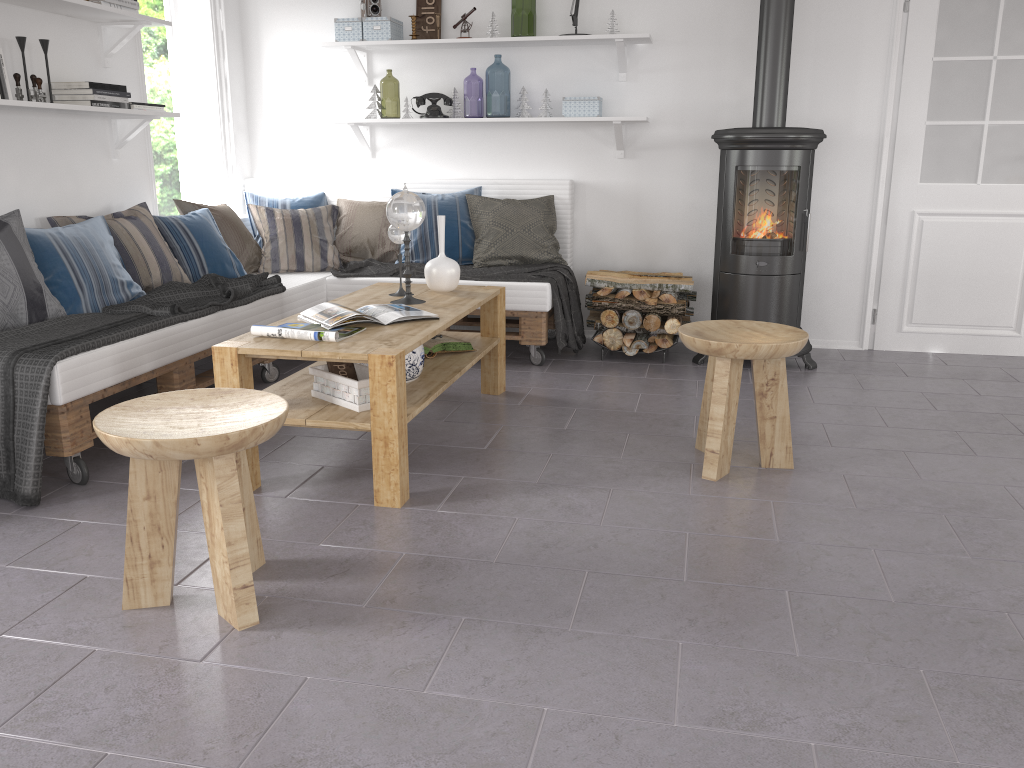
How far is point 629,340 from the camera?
4.6m

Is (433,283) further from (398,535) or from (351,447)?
(398,535)

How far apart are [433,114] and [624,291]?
1.49m

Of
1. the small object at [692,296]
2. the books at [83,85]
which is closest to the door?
the small object at [692,296]

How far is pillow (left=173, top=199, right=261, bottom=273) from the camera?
4.6m

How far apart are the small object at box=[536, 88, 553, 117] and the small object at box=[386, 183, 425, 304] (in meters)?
1.73

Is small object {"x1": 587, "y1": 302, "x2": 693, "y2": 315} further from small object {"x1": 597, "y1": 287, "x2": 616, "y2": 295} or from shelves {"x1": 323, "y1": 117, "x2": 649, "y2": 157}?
shelves {"x1": 323, "y1": 117, "x2": 649, "y2": 157}

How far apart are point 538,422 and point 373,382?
1.11m

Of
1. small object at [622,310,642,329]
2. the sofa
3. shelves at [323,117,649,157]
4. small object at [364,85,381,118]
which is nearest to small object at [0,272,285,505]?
the sofa

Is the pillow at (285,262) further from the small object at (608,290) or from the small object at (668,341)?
the small object at (668,341)
